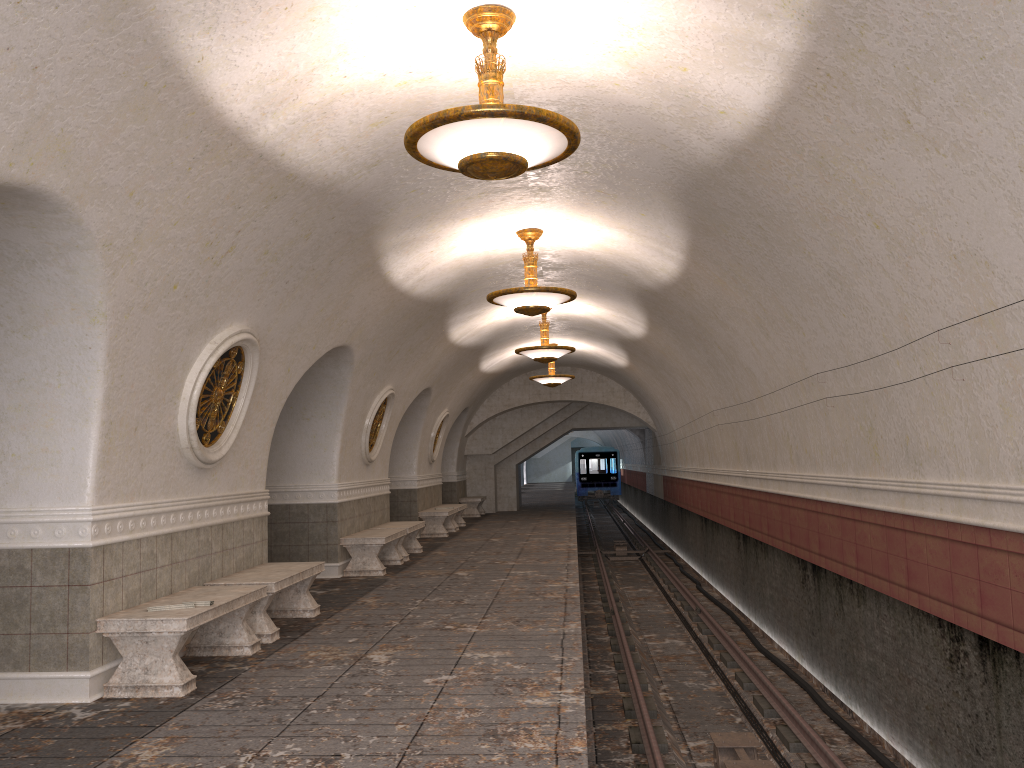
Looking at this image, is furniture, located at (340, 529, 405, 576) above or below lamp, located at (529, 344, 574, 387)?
below

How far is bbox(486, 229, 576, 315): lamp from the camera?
9.45m

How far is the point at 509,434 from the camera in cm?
2505

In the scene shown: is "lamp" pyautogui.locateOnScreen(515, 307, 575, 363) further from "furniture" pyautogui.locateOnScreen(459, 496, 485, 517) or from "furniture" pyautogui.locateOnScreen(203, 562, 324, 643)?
"furniture" pyautogui.locateOnScreen(459, 496, 485, 517)

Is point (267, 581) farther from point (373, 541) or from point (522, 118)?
point (522, 118)

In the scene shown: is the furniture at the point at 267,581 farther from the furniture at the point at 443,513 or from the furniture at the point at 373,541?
the furniture at the point at 443,513

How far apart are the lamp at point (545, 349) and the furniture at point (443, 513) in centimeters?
458cm

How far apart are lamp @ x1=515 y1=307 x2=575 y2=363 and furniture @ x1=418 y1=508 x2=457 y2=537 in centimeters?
458cm

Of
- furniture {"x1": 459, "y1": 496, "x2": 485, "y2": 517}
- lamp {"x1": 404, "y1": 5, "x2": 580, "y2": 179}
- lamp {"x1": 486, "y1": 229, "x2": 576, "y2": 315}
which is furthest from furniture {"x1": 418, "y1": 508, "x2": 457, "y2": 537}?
lamp {"x1": 404, "y1": 5, "x2": 580, "y2": 179}

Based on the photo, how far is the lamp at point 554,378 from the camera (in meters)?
19.10
